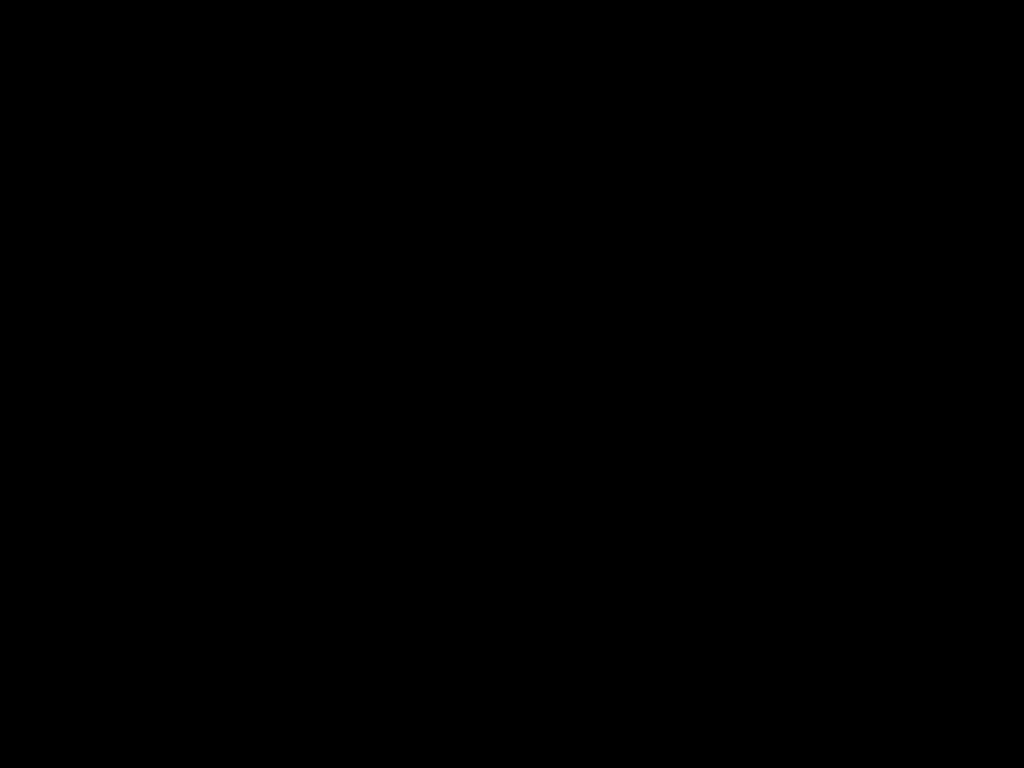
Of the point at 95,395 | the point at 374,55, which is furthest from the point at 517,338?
the point at 374,55

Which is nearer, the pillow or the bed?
the bed

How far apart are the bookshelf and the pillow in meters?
0.0

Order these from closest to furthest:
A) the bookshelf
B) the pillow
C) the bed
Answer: the bed, the bookshelf, the pillow

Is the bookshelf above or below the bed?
below

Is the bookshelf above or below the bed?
below

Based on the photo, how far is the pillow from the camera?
2.7m

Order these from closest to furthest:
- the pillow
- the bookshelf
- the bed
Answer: the bed → the bookshelf → the pillow

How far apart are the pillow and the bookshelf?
0.0m

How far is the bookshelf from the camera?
2.3m
